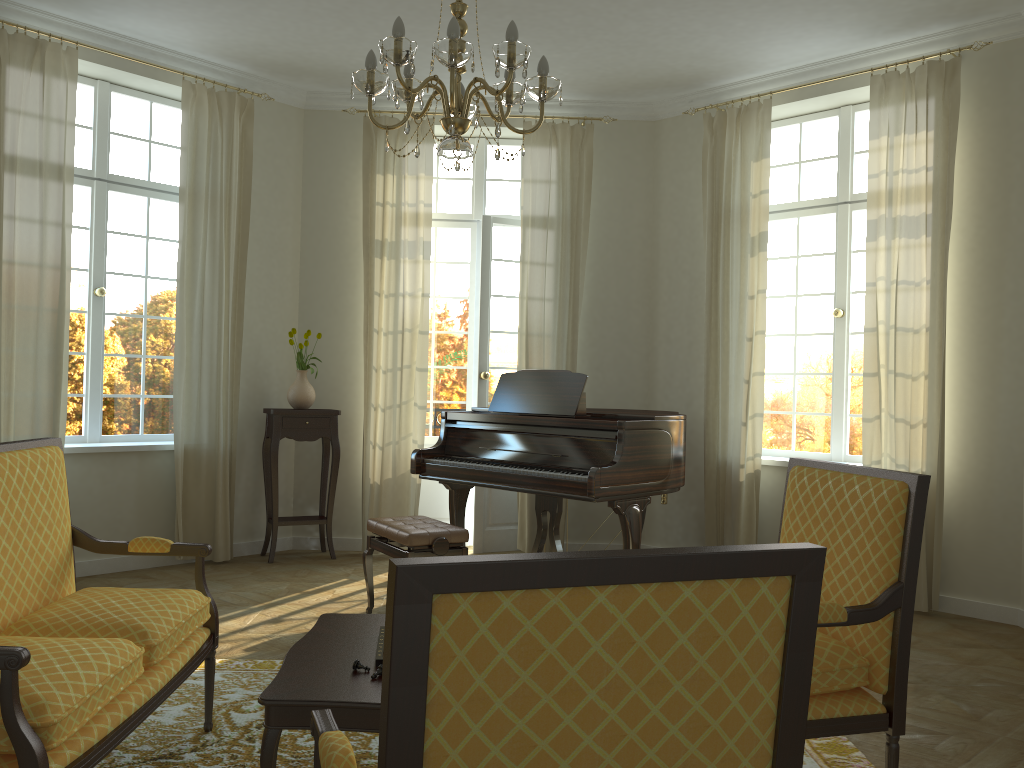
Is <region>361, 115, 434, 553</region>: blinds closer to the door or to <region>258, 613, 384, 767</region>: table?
the door

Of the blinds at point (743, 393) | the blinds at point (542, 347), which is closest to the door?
the blinds at point (542, 347)

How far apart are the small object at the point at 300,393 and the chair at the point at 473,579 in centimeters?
512cm

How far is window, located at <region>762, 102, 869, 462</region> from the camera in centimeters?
628cm

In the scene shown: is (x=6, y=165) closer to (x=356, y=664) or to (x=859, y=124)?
(x=356, y=664)

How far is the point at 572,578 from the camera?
1.2 meters

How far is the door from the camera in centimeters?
707cm

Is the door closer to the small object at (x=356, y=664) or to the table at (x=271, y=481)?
the table at (x=271, y=481)

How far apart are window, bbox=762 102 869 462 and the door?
1.99m

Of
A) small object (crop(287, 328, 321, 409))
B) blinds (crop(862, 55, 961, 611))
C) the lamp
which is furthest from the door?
the lamp
